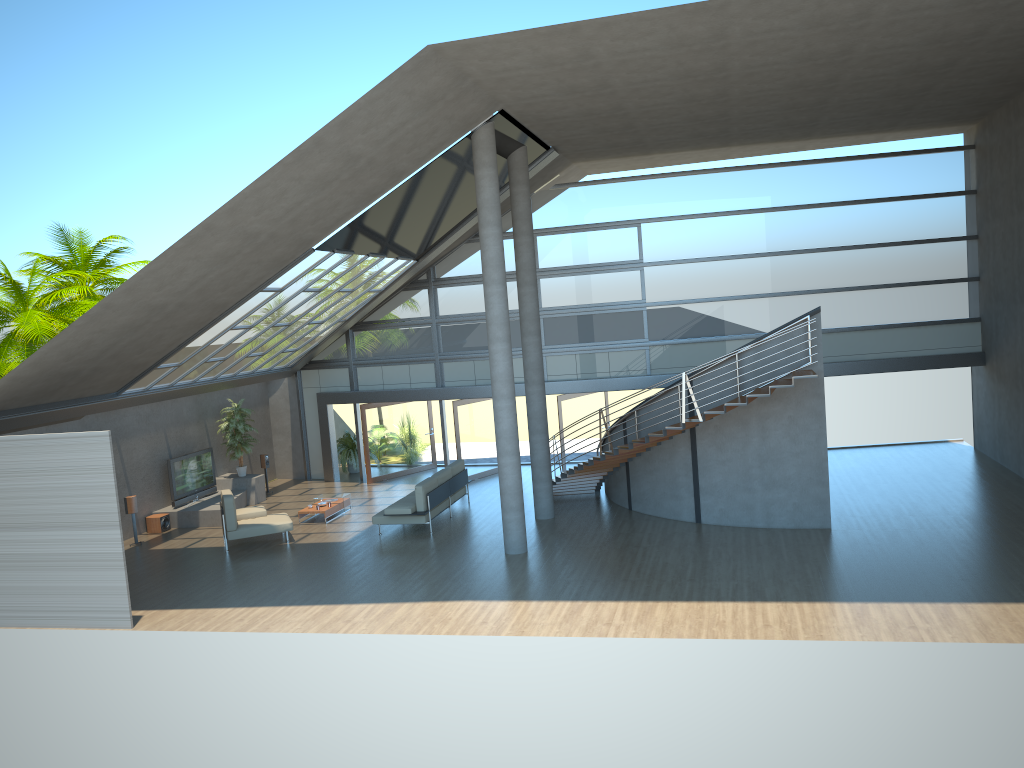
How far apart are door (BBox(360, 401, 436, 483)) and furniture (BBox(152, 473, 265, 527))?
2.6m

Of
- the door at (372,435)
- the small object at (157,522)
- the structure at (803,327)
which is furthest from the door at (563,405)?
the small object at (157,522)

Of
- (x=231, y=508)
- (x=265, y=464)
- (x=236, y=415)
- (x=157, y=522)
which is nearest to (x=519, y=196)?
(x=231, y=508)

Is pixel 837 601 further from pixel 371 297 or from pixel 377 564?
pixel 371 297

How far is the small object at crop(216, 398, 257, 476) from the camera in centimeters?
2034cm

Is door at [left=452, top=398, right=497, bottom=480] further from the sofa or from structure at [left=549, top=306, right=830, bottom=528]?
structure at [left=549, top=306, right=830, bottom=528]

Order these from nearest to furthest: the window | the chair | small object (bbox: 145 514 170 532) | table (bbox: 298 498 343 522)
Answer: the chair < table (bbox: 298 498 343 522) < small object (bbox: 145 514 170 532) < the window

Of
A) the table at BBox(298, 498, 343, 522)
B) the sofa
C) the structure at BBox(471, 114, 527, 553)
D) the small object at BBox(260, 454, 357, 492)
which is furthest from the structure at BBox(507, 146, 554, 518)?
the small object at BBox(260, 454, 357, 492)

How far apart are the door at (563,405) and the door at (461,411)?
2.3m

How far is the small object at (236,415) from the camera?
20.34m
